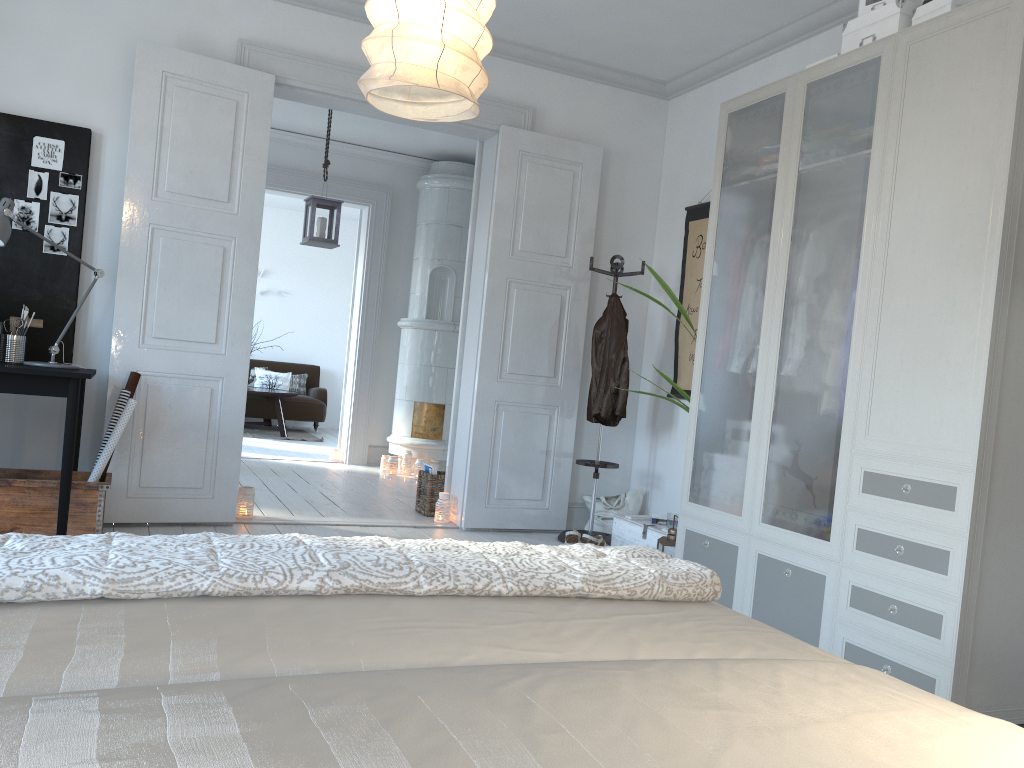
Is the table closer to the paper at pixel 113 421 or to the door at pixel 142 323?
the door at pixel 142 323

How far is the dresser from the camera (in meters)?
2.58

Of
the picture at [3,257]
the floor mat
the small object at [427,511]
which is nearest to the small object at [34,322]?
the picture at [3,257]

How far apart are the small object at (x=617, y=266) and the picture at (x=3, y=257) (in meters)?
2.73

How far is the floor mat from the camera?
10.0m

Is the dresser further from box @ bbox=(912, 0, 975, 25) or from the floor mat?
the floor mat

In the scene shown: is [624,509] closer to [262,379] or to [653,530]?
[653,530]

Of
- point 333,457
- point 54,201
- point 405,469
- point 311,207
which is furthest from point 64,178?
point 333,457

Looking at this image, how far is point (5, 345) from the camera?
4.0 meters

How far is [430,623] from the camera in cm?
122
